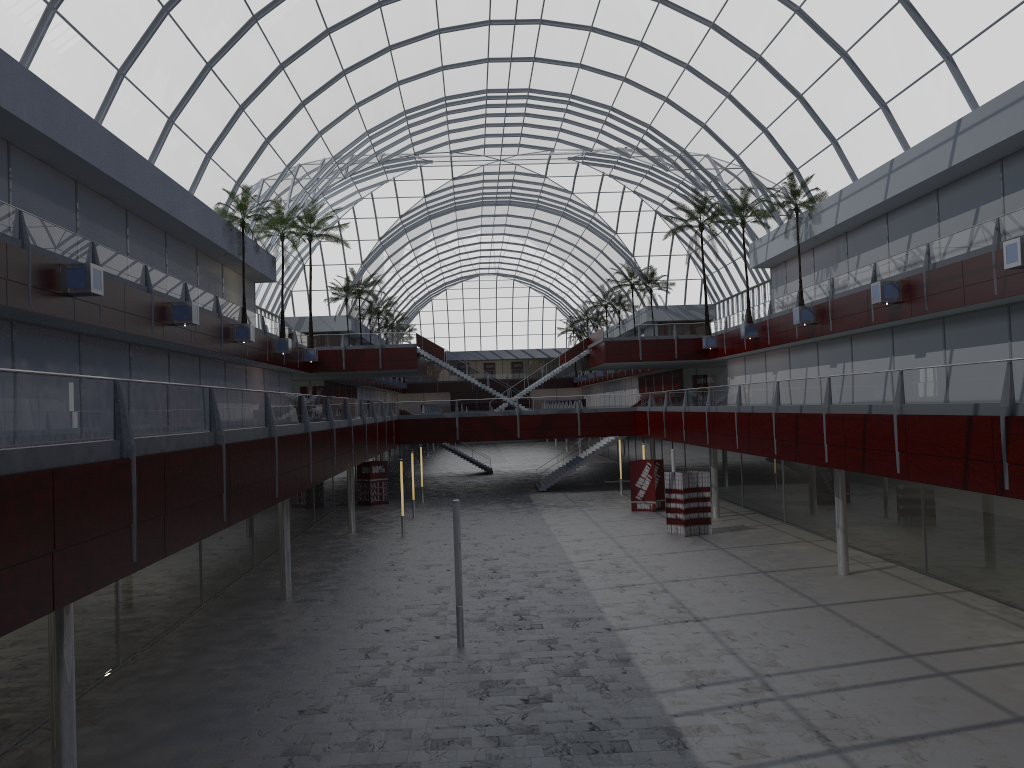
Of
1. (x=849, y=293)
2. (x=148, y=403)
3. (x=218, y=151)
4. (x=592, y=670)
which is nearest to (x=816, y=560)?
(x=849, y=293)
